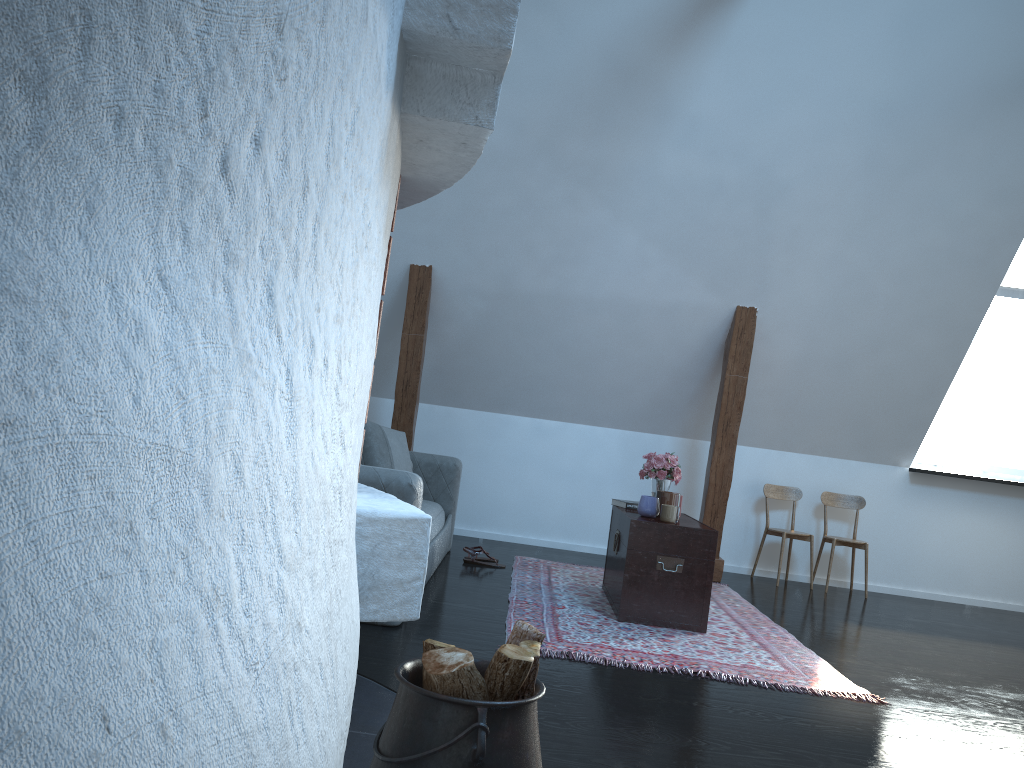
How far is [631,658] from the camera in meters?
3.5 m

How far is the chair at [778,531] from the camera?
6.3m

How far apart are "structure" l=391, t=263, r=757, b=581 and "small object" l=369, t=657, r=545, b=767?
4.1 meters

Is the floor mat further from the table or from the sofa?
the sofa

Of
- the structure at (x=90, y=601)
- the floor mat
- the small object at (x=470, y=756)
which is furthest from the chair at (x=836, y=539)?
the structure at (x=90, y=601)

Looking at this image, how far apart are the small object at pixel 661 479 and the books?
0.1 meters

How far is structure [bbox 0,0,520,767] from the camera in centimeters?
67cm

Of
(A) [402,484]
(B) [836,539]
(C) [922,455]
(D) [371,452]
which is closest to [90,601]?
(A) [402,484]

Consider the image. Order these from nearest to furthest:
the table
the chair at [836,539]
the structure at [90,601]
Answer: the structure at [90,601]
the table
the chair at [836,539]

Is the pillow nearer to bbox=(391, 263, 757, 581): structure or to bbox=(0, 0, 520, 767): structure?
bbox=(391, 263, 757, 581): structure
